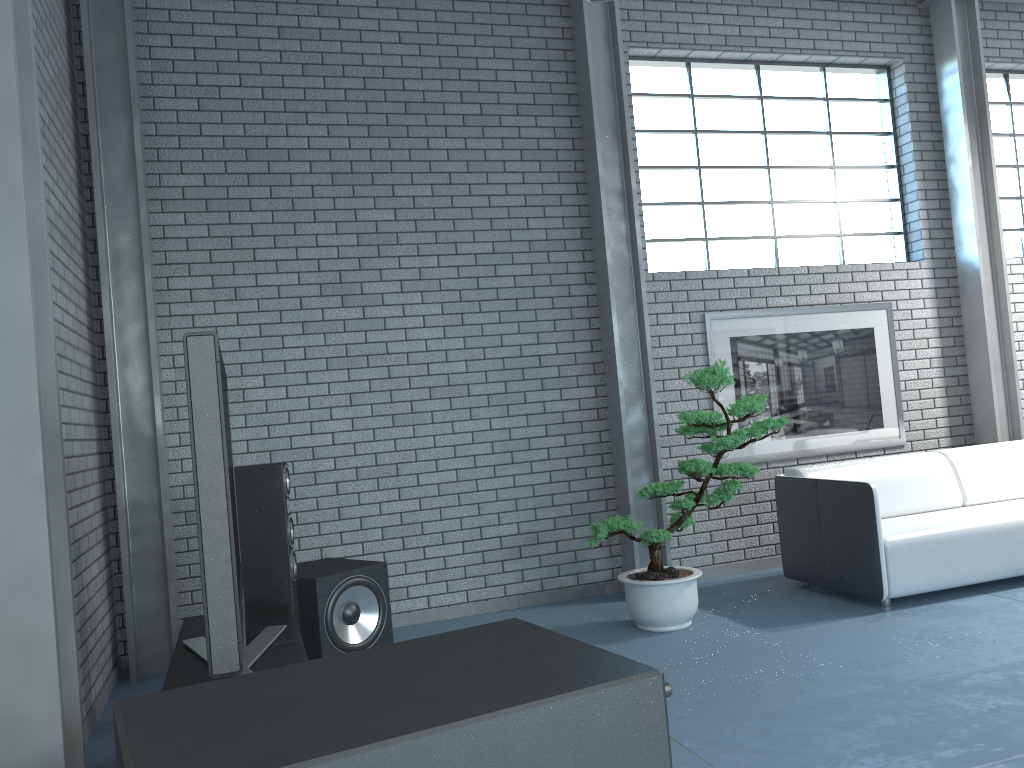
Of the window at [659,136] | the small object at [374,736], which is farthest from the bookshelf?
the window at [659,136]

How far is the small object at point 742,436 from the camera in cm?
440

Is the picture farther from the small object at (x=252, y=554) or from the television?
the television

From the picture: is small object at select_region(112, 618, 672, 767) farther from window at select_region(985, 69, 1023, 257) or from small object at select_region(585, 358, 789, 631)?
window at select_region(985, 69, 1023, 257)

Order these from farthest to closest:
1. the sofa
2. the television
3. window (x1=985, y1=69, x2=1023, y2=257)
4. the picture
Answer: window (x1=985, y1=69, x2=1023, y2=257) → the picture → the sofa → the television

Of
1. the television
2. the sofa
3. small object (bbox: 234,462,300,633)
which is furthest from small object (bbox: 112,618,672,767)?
the sofa

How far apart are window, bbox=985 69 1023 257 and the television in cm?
630

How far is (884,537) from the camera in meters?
4.6

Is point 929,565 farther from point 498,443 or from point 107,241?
point 107,241

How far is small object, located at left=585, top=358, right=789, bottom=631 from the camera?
4.40m
